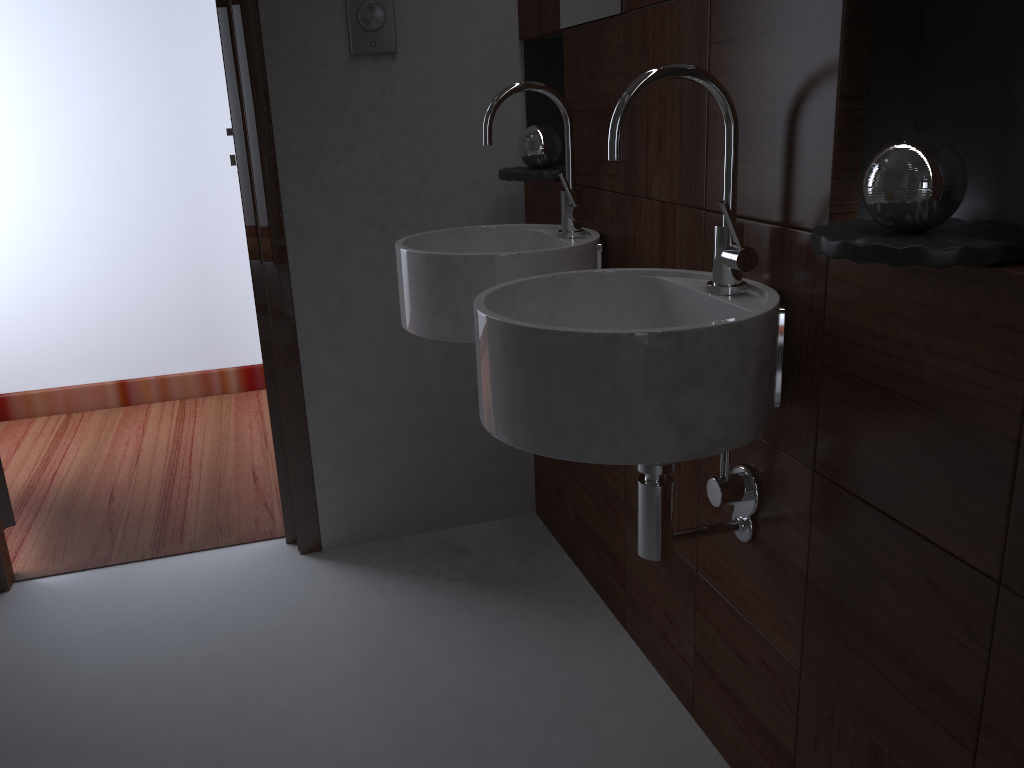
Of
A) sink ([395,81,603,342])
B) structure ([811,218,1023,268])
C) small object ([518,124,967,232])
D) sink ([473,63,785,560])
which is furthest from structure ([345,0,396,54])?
structure ([811,218,1023,268])

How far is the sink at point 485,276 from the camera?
1.6m

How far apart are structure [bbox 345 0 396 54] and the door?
1.40m

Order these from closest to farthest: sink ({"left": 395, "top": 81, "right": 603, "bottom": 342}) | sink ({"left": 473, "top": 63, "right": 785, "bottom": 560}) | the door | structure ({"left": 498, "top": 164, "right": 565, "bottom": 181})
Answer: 1. sink ({"left": 473, "top": 63, "right": 785, "bottom": 560})
2. sink ({"left": 395, "top": 81, "right": 603, "bottom": 342})
3. structure ({"left": 498, "top": 164, "right": 565, "bottom": 181})
4. the door

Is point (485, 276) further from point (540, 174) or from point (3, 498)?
point (3, 498)

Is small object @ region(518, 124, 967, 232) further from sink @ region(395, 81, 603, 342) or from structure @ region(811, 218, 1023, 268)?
sink @ region(395, 81, 603, 342)

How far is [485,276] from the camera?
1.62m

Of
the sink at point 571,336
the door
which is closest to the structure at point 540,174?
the sink at point 571,336

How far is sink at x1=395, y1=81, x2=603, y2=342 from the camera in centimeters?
162cm

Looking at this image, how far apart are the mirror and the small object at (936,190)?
0.25m
